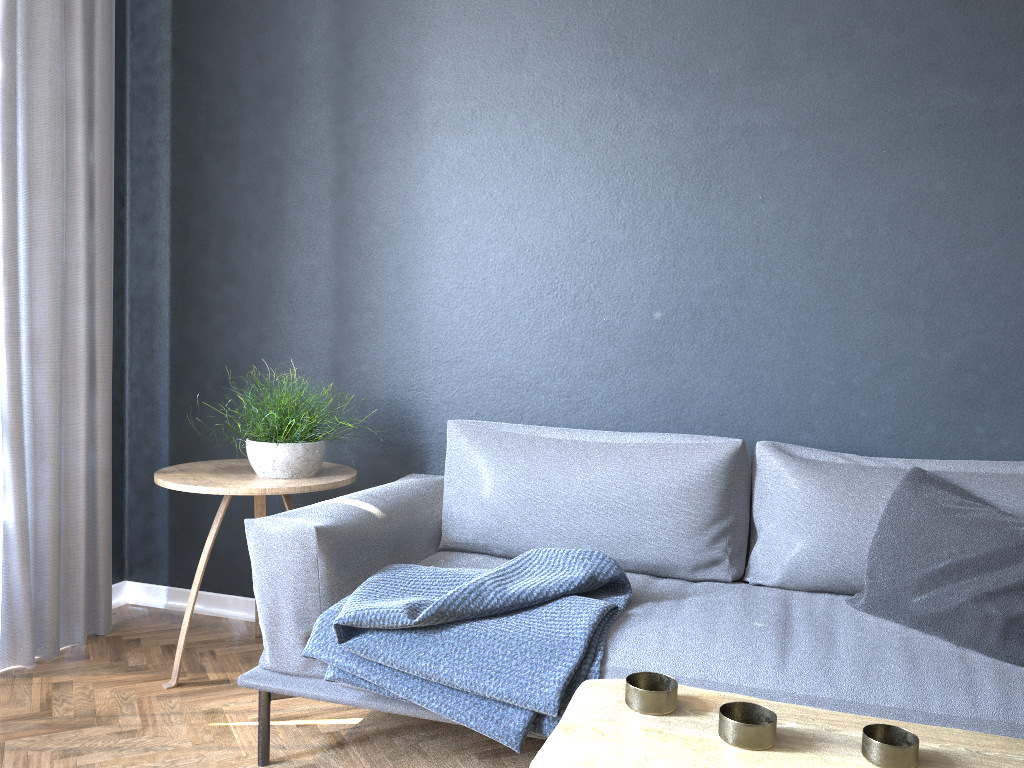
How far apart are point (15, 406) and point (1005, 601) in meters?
2.6

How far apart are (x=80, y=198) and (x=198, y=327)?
0.6m

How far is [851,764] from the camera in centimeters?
105cm

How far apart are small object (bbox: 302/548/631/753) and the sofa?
0.0 meters

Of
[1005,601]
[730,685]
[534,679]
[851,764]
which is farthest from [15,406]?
[1005,601]

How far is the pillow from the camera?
1.8 meters

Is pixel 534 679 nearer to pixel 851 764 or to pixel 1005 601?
pixel 851 764

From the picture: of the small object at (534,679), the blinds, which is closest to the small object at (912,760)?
the small object at (534,679)

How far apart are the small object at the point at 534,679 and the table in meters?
0.5

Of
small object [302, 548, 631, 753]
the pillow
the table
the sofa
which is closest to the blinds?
the sofa
